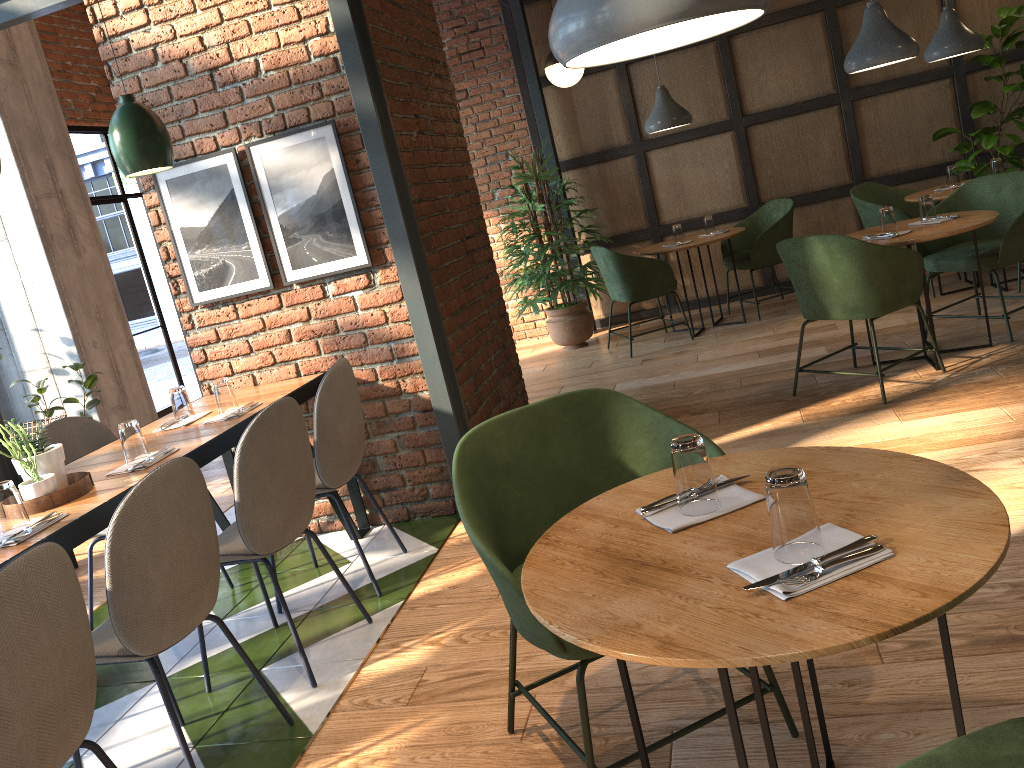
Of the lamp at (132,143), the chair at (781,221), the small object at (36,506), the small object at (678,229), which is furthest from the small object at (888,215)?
the small object at (36,506)

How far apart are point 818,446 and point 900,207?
5.22m

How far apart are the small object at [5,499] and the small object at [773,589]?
1.96m

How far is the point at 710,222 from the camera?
6.59m

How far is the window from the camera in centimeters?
739cm

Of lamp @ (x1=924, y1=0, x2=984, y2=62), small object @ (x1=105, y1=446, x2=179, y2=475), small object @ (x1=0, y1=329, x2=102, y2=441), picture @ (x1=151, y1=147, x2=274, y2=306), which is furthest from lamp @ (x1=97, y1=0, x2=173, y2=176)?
lamp @ (x1=924, y1=0, x2=984, y2=62)

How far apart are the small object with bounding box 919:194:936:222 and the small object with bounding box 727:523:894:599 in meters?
3.7 m

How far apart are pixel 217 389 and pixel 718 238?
3.98m

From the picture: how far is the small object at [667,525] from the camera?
1.6m

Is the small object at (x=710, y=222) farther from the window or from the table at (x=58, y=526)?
the window
